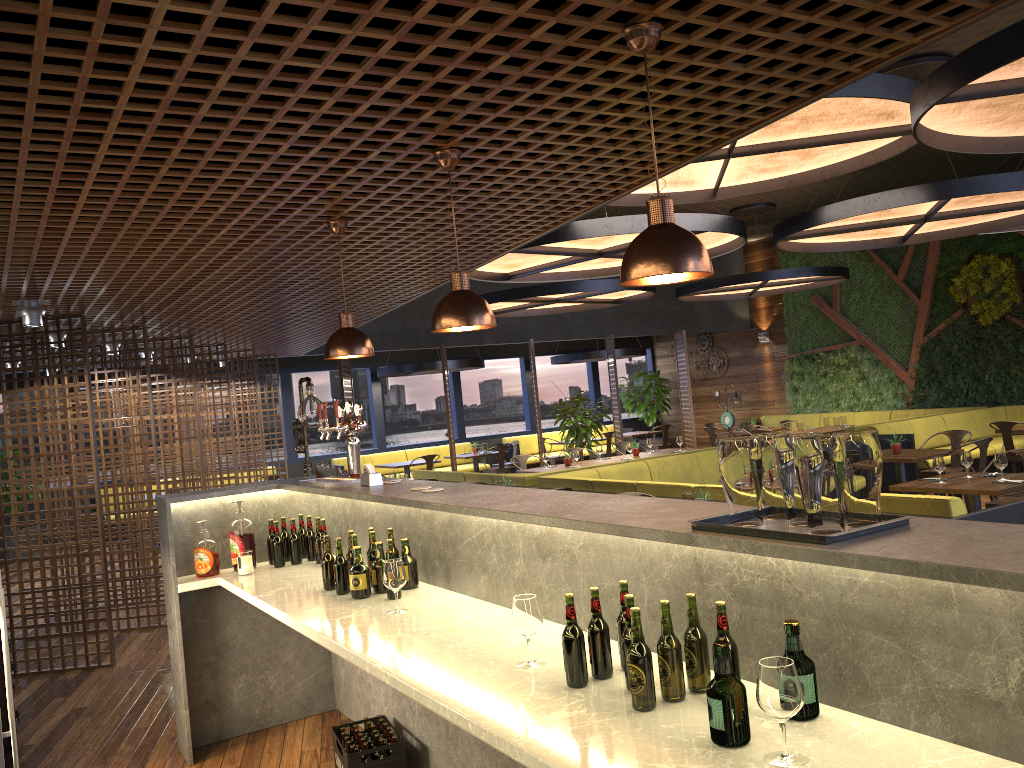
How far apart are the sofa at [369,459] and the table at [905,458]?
9.2 meters

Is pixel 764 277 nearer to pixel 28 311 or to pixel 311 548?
pixel 311 548

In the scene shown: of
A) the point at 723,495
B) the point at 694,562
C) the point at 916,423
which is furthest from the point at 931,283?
the point at 694,562

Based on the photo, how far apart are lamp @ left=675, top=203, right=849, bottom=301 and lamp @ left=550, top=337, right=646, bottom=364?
2.2m

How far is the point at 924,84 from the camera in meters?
4.5 m

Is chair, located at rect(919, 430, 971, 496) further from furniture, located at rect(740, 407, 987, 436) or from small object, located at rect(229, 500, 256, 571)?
small object, located at rect(229, 500, 256, 571)

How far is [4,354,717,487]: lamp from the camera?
9.45m

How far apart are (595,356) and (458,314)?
14.3m

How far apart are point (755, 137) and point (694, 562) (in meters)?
4.64

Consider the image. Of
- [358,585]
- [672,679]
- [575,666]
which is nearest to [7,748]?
[358,585]
